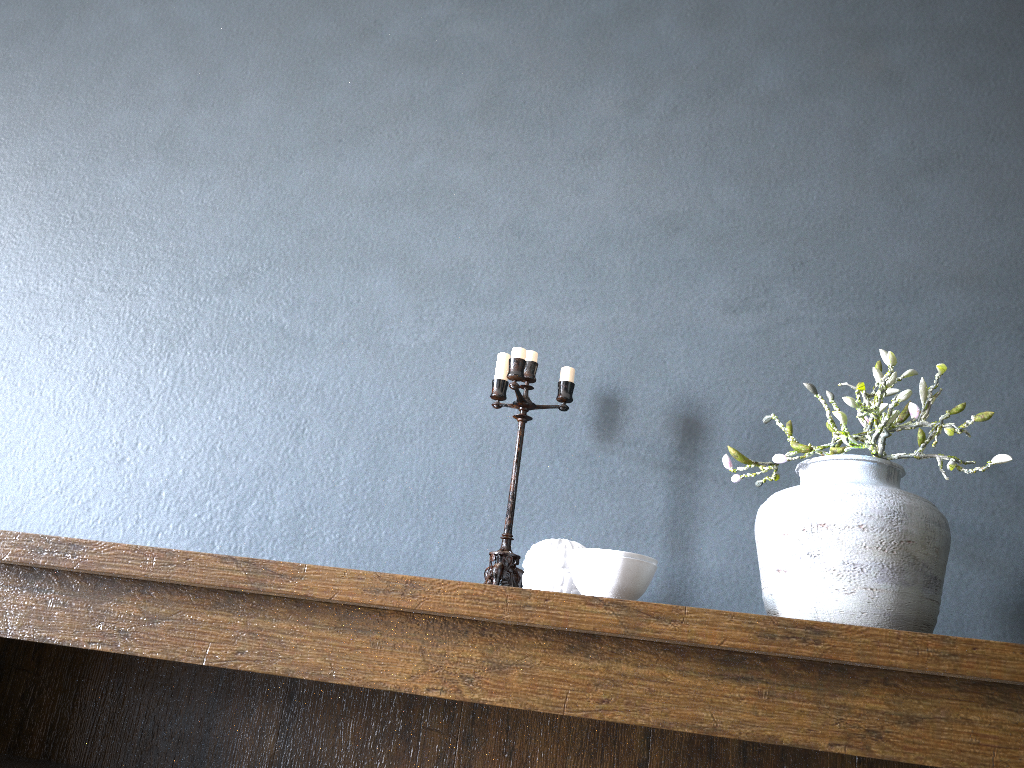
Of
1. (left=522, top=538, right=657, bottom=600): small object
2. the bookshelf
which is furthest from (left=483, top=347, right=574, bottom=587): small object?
the bookshelf

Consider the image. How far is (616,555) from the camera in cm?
110

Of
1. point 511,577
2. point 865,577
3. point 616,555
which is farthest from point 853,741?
point 511,577

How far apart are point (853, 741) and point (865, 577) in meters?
0.2

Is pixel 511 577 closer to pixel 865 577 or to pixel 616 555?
pixel 616 555

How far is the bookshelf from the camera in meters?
1.0 m

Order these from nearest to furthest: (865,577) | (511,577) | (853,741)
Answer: (853,741) → (865,577) → (511,577)

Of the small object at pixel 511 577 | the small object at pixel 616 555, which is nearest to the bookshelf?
the small object at pixel 616 555

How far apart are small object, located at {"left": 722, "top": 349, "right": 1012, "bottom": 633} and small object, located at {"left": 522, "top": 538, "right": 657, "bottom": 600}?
0.16m

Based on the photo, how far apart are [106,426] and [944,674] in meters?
1.5
